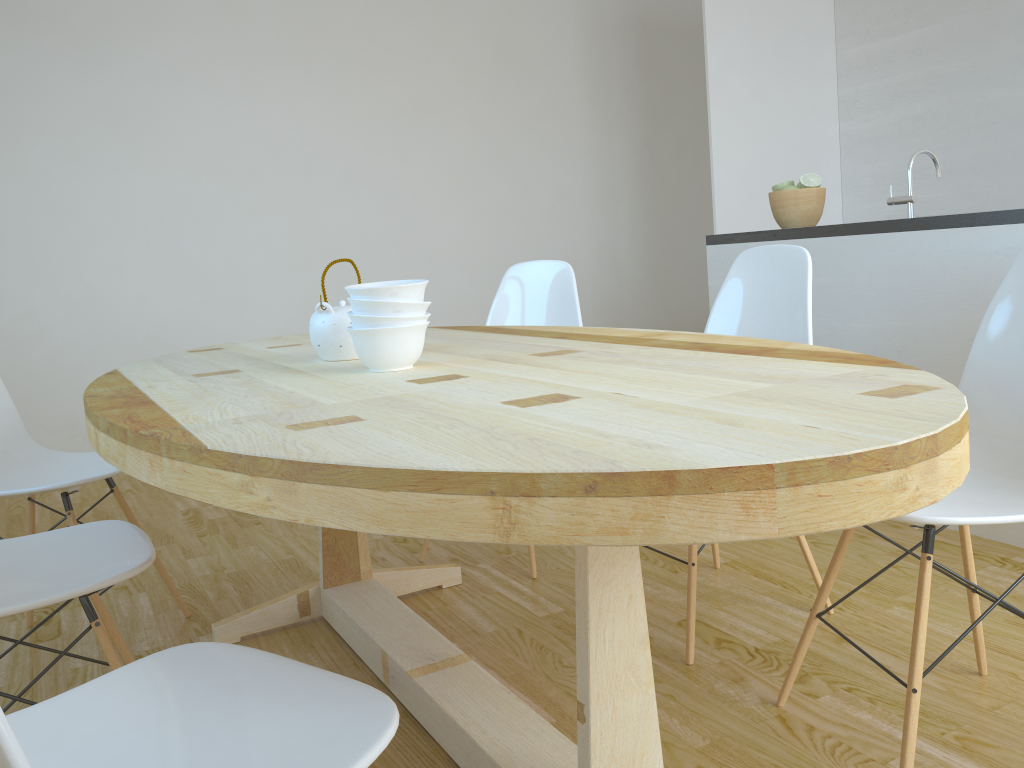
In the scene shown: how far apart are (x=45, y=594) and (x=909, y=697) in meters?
1.4

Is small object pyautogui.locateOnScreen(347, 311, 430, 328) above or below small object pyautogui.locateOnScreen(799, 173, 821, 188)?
below

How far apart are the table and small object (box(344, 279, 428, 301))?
0.1m

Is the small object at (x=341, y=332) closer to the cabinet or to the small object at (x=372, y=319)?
the small object at (x=372, y=319)

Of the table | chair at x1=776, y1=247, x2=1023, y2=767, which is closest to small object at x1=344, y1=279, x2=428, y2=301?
the table

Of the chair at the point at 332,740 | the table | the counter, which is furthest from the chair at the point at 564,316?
the chair at the point at 332,740

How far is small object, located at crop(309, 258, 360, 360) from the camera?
1.80m

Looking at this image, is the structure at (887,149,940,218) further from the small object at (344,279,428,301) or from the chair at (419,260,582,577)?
the small object at (344,279,428,301)

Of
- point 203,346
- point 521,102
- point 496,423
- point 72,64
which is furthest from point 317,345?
point 521,102

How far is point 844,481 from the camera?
0.8 meters
